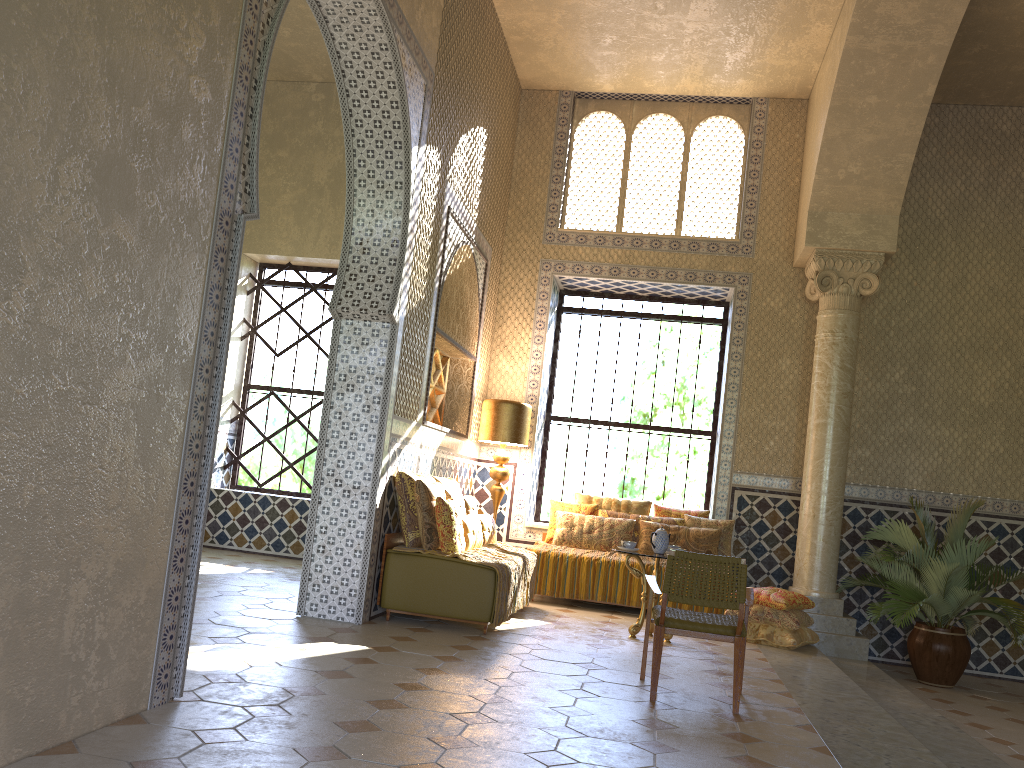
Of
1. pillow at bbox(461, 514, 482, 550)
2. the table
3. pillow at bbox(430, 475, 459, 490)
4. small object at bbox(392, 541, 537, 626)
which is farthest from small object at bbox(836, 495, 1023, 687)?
pillow at bbox(430, 475, 459, 490)

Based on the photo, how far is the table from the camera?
9.99m

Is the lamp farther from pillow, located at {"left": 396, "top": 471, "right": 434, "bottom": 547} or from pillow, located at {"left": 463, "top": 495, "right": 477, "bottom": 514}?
pillow, located at {"left": 396, "top": 471, "right": 434, "bottom": 547}

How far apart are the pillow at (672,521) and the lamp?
1.5m

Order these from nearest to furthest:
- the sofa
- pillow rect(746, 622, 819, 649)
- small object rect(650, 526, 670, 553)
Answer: the sofa → small object rect(650, 526, 670, 553) → pillow rect(746, 622, 819, 649)

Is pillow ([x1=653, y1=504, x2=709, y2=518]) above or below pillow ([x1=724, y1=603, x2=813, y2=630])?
above

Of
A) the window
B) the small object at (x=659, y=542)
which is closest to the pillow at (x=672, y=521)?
the window

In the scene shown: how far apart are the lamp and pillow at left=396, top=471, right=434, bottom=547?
2.5m

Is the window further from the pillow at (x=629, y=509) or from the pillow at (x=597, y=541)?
the pillow at (x=597, y=541)

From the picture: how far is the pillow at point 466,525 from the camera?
10.0m
